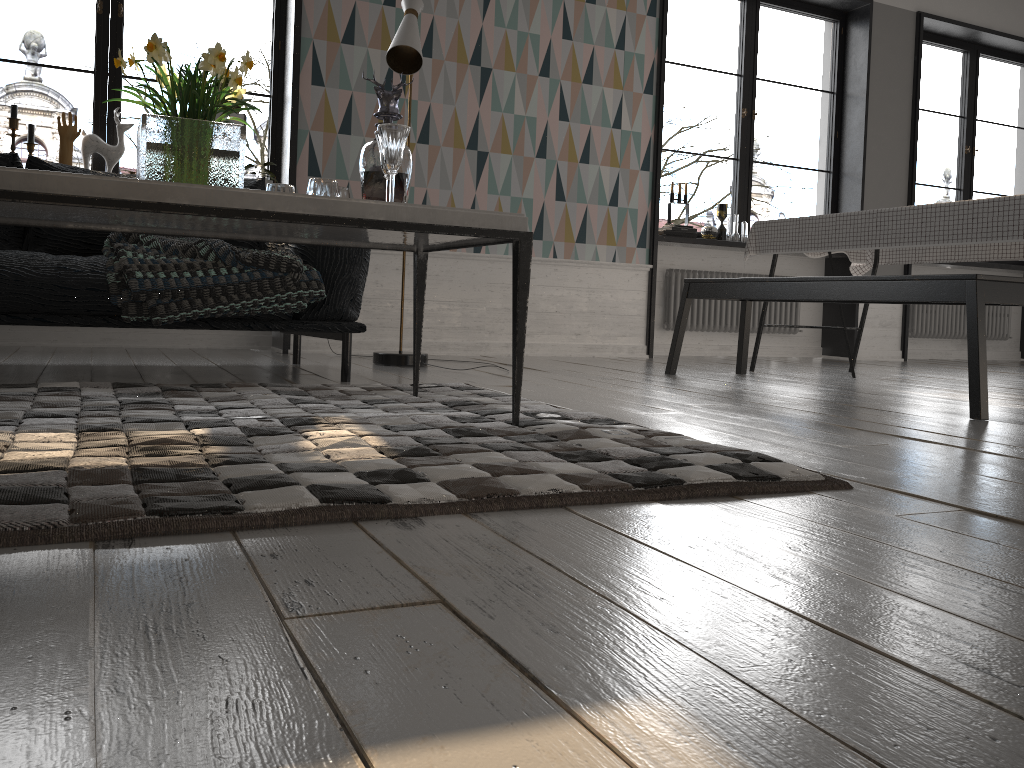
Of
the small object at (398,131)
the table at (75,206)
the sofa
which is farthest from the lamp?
the small object at (398,131)

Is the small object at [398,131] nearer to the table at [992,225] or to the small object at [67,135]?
the table at [992,225]

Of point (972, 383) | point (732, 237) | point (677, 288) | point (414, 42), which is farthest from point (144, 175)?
point (732, 237)

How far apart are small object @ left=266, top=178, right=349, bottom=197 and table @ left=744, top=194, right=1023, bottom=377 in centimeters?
249cm

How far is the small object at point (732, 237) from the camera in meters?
6.0

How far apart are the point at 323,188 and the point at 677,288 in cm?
415

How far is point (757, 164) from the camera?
44.6m

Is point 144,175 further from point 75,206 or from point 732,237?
point 732,237

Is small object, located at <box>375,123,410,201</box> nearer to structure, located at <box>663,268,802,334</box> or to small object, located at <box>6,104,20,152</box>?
small object, located at <box>6,104,20,152</box>

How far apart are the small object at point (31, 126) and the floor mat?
2.3 meters
